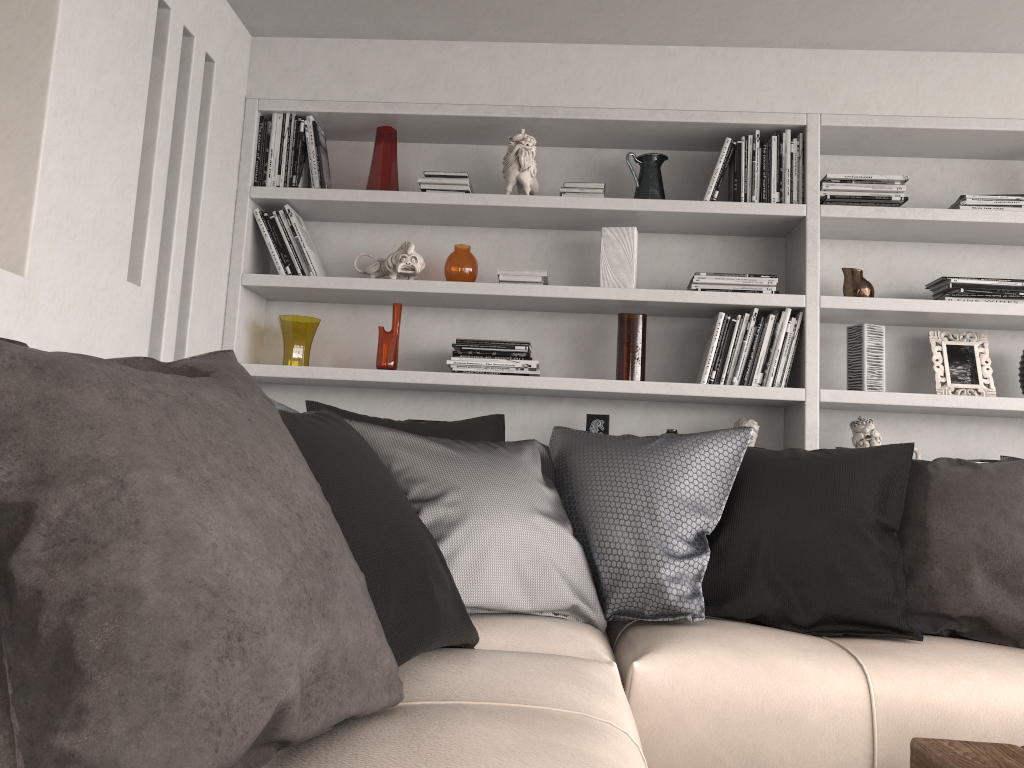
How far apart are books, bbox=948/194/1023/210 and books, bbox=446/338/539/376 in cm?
166

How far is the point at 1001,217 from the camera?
3.2 meters

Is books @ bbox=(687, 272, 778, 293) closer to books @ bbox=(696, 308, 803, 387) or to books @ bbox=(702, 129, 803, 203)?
books @ bbox=(696, 308, 803, 387)

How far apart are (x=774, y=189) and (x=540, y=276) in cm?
92

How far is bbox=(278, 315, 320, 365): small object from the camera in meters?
3.3 m

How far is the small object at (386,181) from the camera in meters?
3.4

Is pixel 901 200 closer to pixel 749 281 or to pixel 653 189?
pixel 749 281

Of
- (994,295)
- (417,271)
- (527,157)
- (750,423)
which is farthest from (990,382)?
(417,271)

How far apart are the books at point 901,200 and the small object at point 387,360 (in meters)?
1.63

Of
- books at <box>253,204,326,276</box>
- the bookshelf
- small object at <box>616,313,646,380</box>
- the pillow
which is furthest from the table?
books at <box>253,204,326,276</box>
